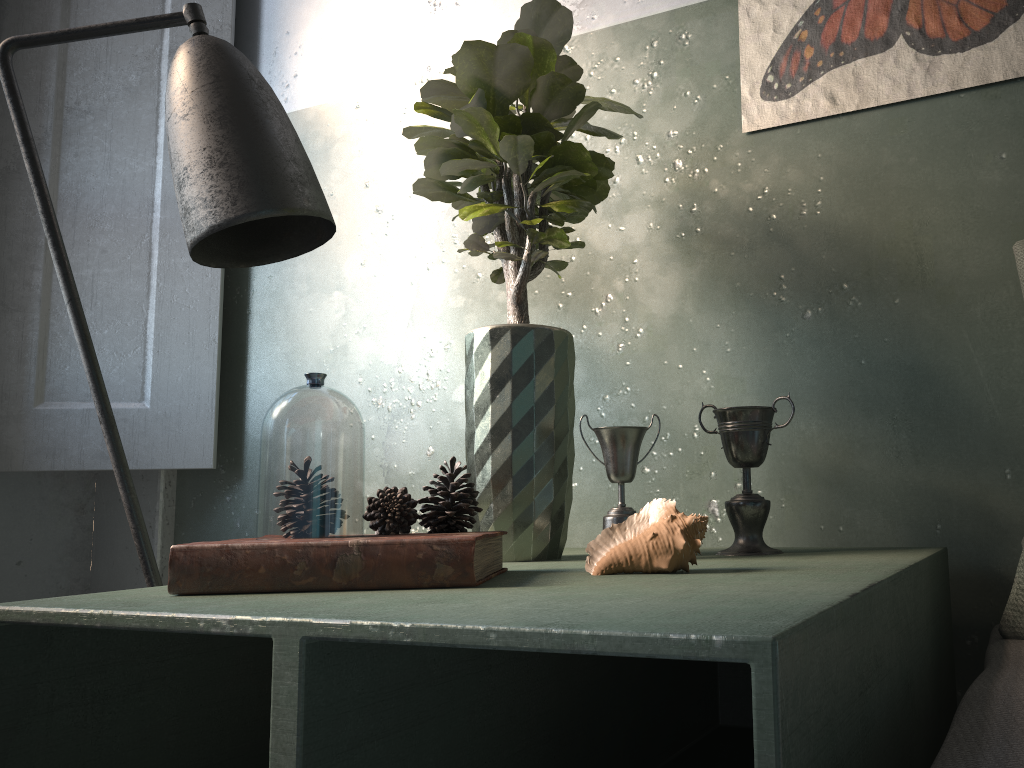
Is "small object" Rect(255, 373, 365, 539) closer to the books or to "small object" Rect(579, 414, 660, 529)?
the books

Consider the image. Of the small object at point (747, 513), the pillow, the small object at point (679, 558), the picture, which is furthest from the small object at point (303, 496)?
the picture

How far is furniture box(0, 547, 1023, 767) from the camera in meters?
0.5 m

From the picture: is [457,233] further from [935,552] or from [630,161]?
[935,552]

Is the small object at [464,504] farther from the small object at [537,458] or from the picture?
the picture

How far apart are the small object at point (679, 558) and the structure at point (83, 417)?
1.2 meters

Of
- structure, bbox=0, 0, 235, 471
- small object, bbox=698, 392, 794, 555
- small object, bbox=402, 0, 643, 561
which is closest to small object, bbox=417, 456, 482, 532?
small object, bbox=402, 0, 643, 561

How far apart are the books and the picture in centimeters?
80cm

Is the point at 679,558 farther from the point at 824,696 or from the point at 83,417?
the point at 83,417

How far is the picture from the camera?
1.2 meters
